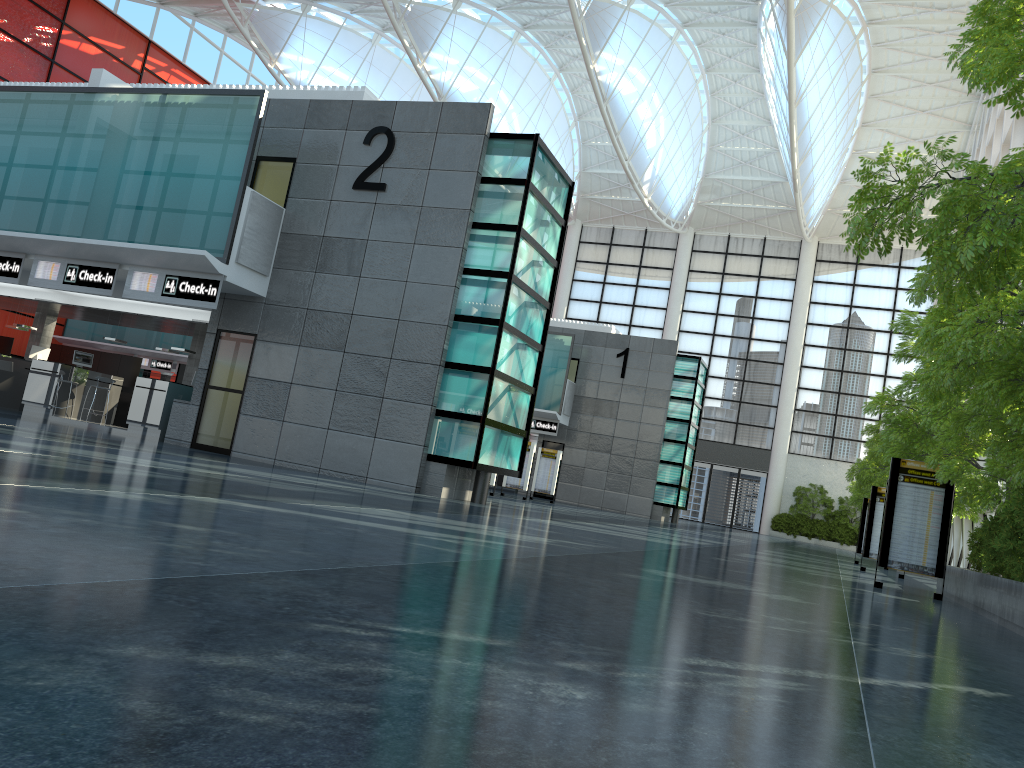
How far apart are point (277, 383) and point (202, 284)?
3.3 meters

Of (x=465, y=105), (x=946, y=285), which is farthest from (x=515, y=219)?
(x=946, y=285)
